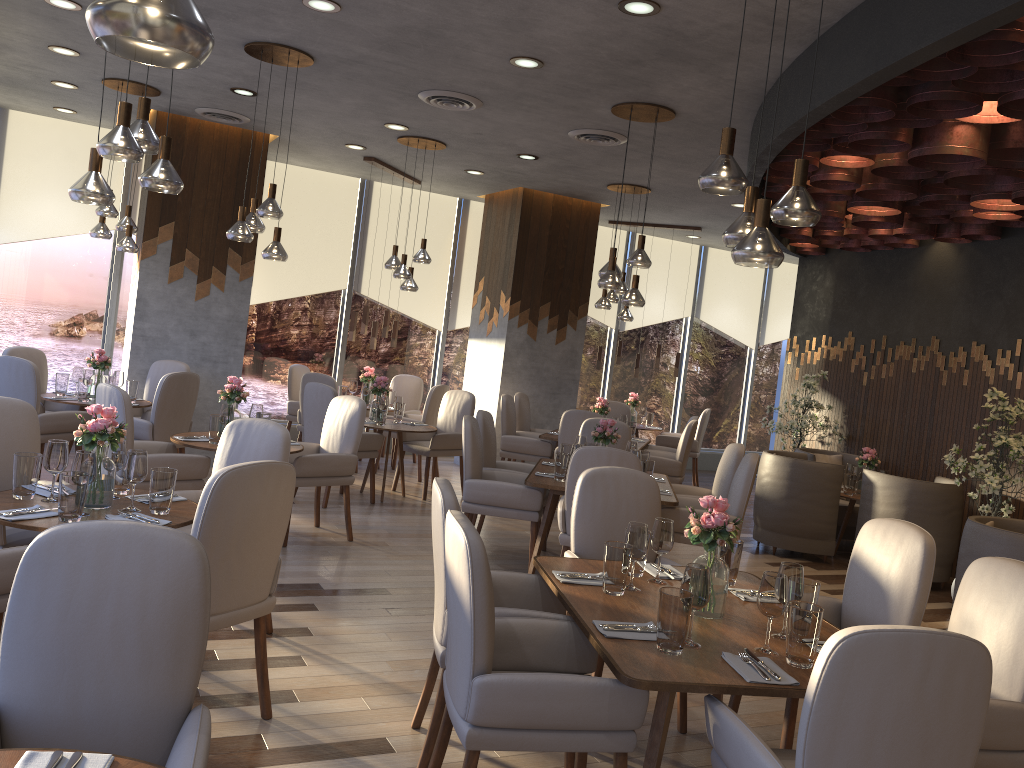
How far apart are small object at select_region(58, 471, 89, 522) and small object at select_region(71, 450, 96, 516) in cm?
3

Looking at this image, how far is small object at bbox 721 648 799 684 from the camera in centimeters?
249cm

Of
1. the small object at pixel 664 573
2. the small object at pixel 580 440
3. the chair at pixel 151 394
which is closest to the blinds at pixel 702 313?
the small object at pixel 580 440

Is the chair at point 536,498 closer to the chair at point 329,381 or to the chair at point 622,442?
the chair at point 622,442

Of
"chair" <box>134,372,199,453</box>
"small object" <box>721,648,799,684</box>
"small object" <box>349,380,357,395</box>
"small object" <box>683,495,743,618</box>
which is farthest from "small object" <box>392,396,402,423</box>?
"small object" <box>721,648,799,684</box>

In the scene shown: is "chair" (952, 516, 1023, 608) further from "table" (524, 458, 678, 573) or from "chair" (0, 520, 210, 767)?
"chair" (0, 520, 210, 767)

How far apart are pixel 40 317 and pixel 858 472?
8.1 meters

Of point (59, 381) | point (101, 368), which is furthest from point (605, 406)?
point (59, 381)

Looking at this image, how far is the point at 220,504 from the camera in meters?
3.0 m

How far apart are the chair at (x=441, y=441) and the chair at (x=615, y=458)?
2.9 meters
